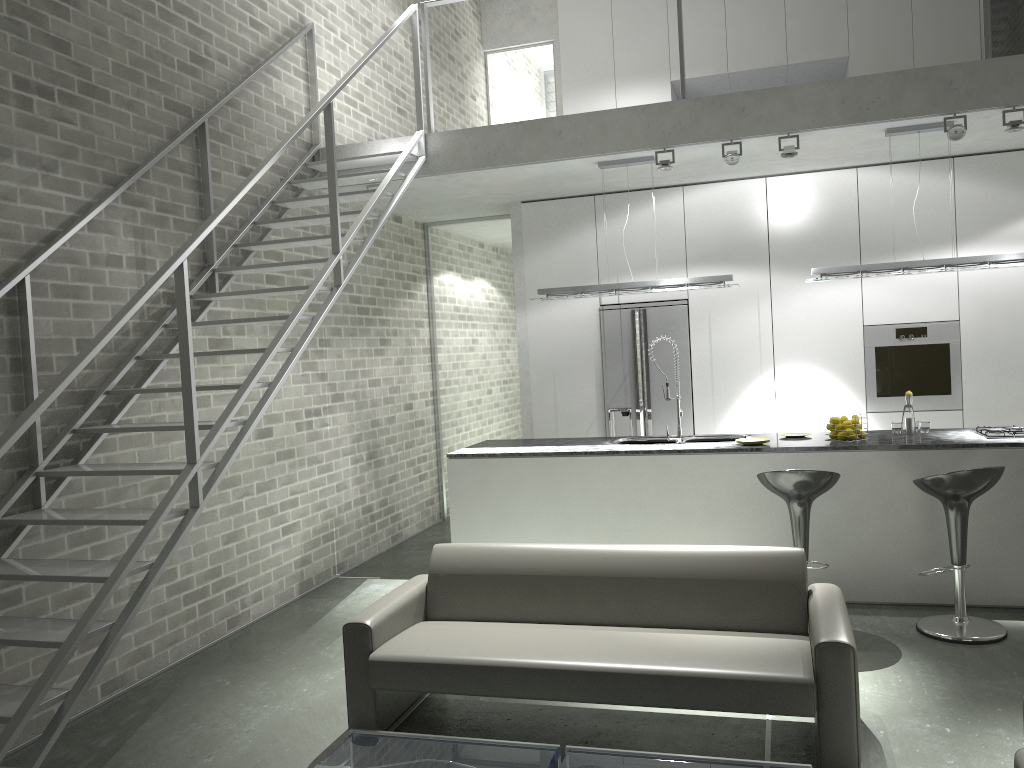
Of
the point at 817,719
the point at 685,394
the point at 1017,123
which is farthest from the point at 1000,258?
the point at 817,719

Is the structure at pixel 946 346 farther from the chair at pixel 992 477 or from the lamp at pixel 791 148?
the chair at pixel 992 477

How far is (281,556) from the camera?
6.12m

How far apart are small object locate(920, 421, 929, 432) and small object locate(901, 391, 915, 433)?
0.17m

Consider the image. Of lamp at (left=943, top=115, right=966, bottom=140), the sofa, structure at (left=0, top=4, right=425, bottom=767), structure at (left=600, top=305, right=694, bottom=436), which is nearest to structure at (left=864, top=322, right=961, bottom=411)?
structure at (left=600, top=305, right=694, bottom=436)

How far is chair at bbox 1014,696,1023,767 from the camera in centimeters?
257cm

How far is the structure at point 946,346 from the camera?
6.9 meters

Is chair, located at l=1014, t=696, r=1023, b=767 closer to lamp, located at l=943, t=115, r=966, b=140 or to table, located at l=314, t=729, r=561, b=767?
table, located at l=314, t=729, r=561, b=767

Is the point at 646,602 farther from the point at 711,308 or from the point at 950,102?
the point at 711,308

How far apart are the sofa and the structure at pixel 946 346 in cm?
358
